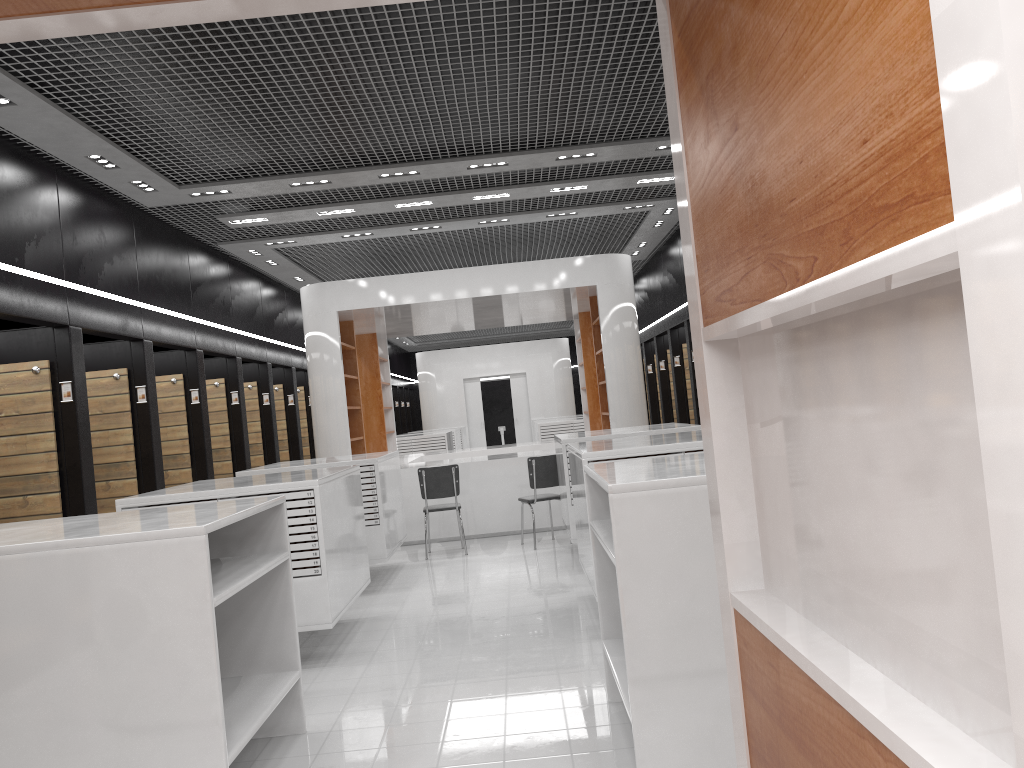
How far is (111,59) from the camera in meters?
5.6 m

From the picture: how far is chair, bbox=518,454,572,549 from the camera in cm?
962

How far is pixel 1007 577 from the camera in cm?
77

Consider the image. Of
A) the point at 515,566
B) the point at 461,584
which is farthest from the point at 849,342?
the point at 515,566

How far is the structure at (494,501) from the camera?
10.87m

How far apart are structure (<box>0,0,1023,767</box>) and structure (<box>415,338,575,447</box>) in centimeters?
2213cm

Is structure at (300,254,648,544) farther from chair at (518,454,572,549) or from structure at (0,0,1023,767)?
structure at (0,0,1023,767)

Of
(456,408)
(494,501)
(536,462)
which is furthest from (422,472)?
(456,408)

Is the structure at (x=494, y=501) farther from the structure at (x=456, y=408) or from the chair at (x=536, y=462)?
the structure at (x=456, y=408)

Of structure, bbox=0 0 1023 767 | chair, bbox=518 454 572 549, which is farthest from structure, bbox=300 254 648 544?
structure, bbox=0 0 1023 767
